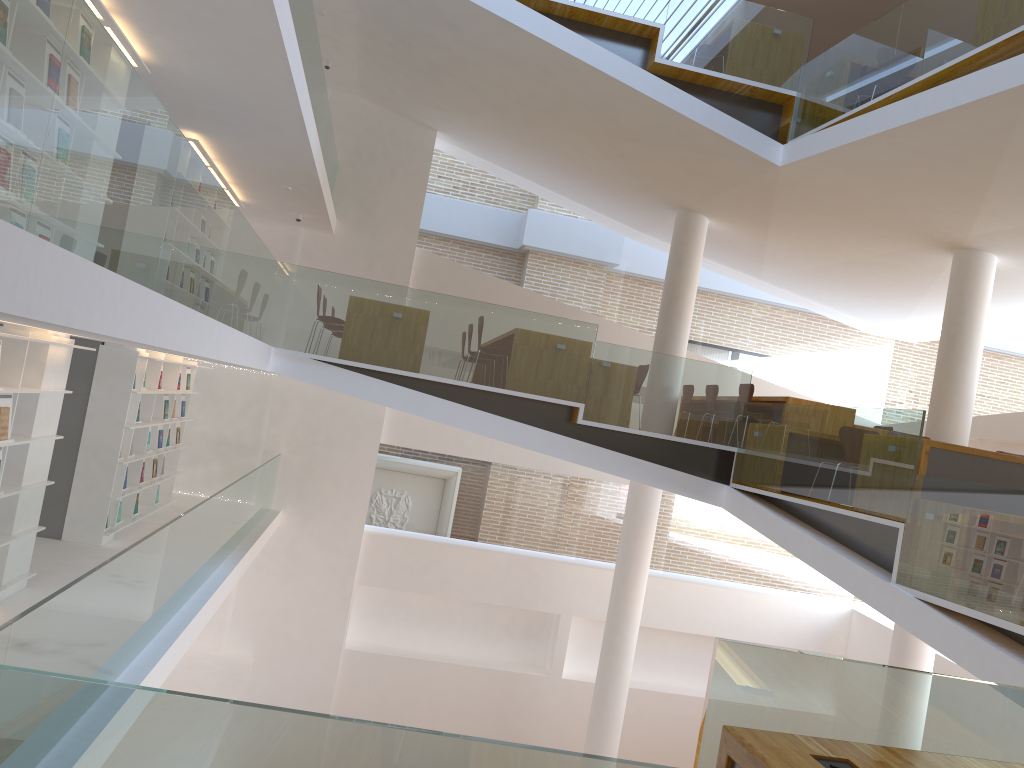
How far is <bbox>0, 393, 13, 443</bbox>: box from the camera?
5.4m

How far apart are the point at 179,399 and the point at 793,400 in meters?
7.0 m

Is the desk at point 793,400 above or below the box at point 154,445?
above

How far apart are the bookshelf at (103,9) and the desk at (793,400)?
6.5m

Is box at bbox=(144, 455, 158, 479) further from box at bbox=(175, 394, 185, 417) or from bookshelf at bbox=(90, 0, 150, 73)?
bookshelf at bbox=(90, 0, 150, 73)

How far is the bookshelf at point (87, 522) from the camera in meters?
8.0

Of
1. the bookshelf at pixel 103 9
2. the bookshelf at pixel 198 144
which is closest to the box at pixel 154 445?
the bookshelf at pixel 198 144

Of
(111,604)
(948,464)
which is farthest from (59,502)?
(948,464)

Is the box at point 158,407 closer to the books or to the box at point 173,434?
the box at point 173,434

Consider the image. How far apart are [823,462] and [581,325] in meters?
2.5 m
